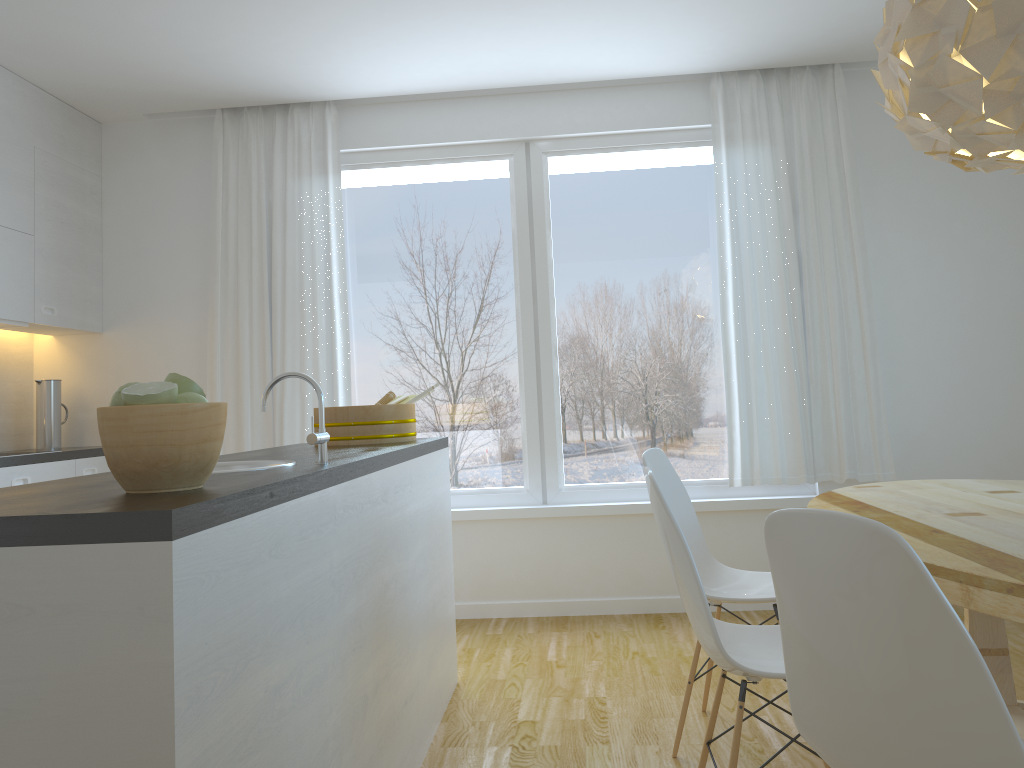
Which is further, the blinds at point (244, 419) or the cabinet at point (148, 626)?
the blinds at point (244, 419)

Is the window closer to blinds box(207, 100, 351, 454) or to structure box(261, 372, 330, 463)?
blinds box(207, 100, 351, 454)

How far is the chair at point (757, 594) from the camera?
2.77m

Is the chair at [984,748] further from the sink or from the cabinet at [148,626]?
the sink

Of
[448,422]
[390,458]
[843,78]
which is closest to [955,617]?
[390,458]

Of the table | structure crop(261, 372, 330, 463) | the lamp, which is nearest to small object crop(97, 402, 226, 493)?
structure crop(261, 372, 330, 463)

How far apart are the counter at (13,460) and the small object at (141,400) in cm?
261

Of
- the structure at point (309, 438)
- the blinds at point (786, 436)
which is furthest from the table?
the structure at point (309, 438)

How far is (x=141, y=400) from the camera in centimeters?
140cm

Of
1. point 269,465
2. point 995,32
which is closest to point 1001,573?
point 995,32
